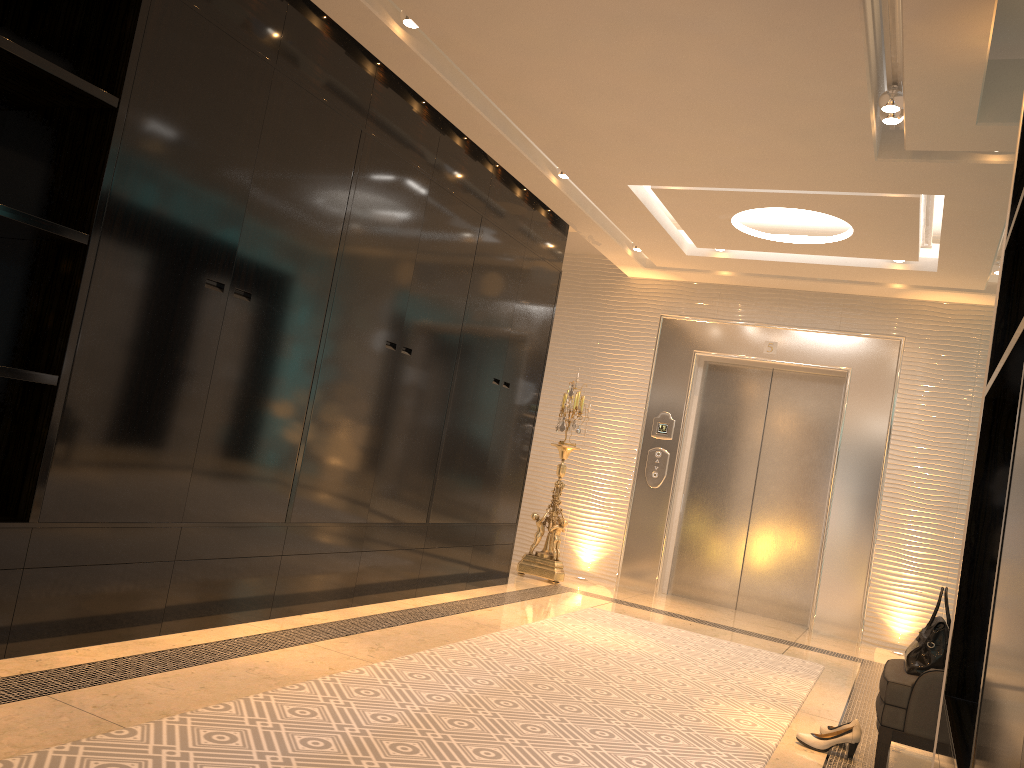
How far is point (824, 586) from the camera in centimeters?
675cm

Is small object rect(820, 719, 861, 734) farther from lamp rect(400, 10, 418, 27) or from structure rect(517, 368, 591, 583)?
lamp rect(400, 10, 418, 27)

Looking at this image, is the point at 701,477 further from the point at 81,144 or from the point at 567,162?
the point at 81,144

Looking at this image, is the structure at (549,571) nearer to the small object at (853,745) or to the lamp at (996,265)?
the lamp at (996,265)

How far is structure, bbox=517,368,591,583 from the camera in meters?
6.9 m

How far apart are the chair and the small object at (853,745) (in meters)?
0.13

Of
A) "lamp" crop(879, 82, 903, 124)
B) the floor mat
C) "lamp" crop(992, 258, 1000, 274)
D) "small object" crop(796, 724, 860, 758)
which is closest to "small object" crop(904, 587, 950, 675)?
"small object" crop(796, 724, 860, 758)

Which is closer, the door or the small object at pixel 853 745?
the small object at pixel 853 745

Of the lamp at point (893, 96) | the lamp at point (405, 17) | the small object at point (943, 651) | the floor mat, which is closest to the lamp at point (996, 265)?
the lamp at point (893, 96)

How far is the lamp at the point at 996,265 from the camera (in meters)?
5.84
